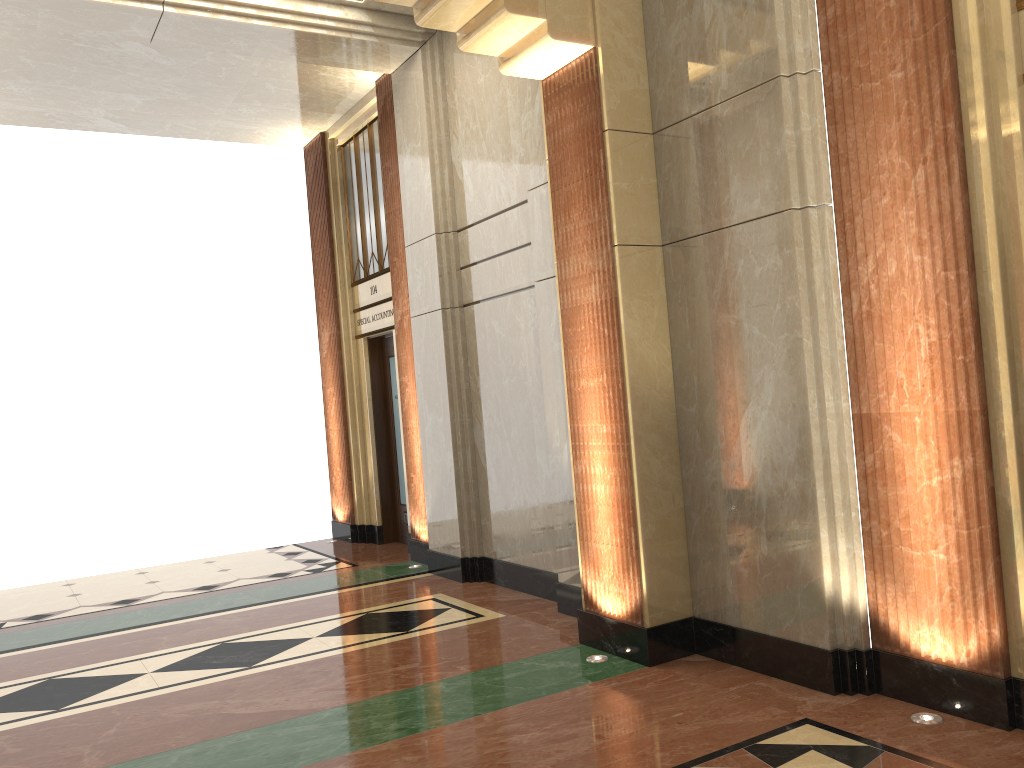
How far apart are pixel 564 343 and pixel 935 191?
2.13m

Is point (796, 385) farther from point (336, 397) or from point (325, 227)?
point (325, 227)
